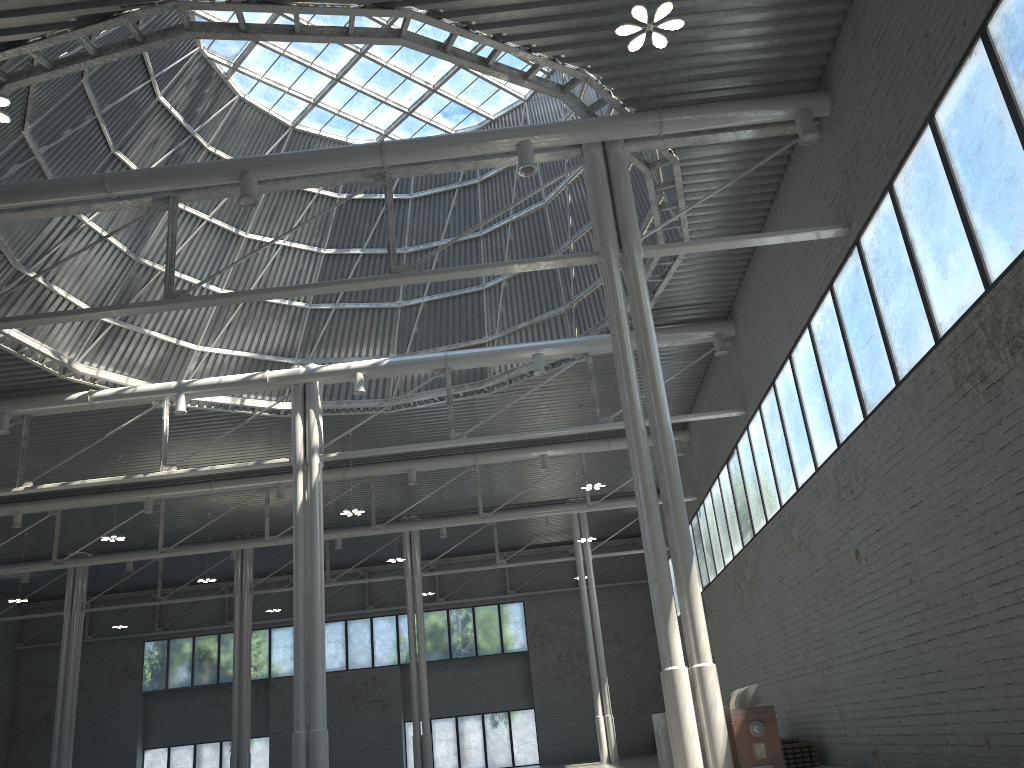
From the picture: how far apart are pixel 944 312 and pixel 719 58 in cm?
816

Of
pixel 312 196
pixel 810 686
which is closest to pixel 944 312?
pixel 810 686

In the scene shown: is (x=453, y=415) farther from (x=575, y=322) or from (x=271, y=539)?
(x=271, y=539)
